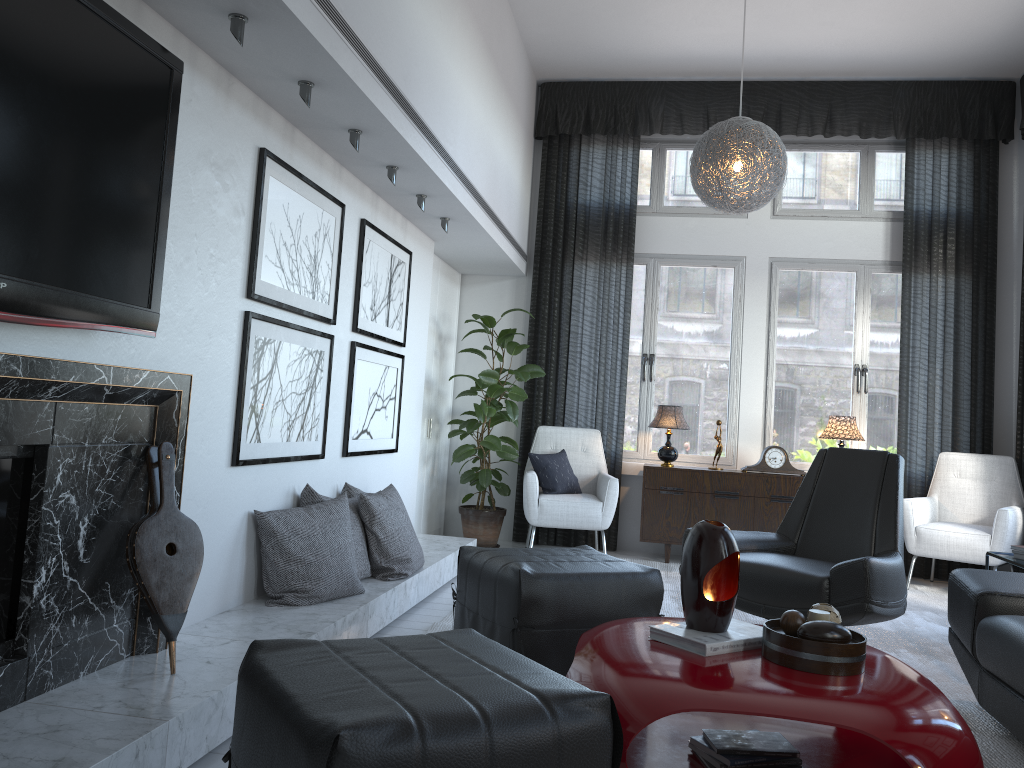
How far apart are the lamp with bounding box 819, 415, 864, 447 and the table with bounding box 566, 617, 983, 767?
3.2m

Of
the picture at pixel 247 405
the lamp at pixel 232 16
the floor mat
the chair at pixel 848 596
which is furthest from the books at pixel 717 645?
the lamp at pixel 232 16

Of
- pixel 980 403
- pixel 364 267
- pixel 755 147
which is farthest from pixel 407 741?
pixel 980 403

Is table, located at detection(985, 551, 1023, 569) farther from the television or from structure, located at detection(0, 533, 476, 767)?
the television

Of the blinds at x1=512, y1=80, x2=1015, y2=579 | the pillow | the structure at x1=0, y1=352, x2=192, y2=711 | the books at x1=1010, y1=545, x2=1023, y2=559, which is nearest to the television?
the structure at x1=0, y1=352, x2=192, y2=711

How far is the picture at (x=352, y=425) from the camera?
4.05m

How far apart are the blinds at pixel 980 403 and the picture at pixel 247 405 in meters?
2.6

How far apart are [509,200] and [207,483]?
3.3m

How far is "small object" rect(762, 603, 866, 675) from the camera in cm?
209

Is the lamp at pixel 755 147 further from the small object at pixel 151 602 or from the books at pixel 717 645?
the small object at pixel 151 602
